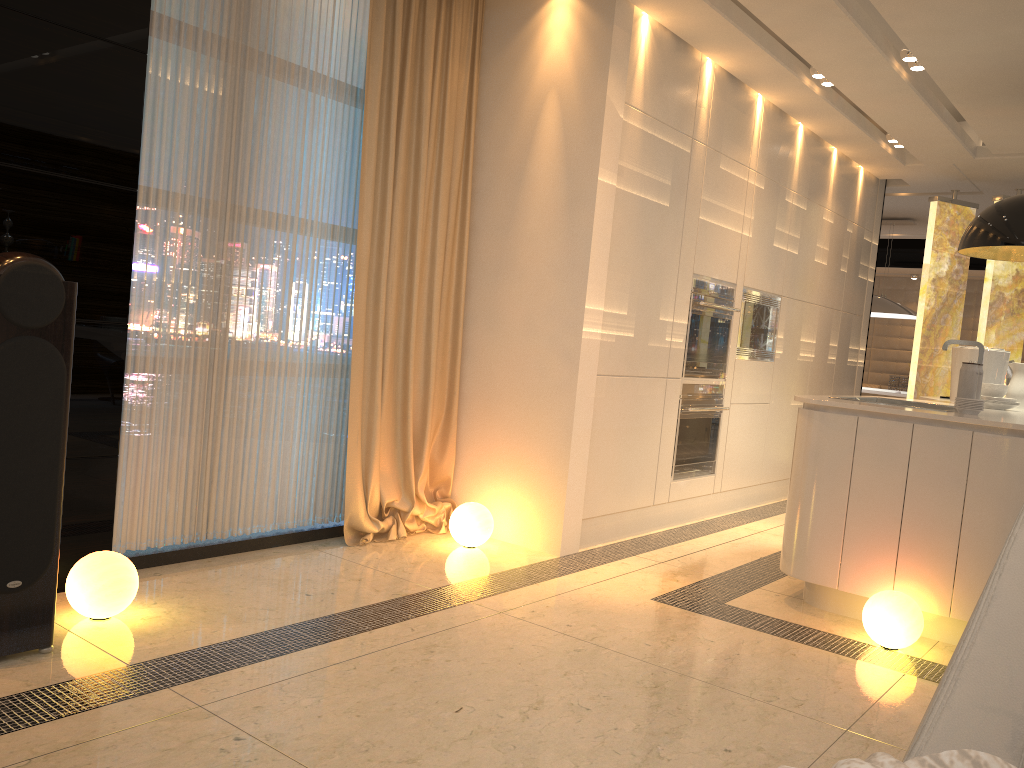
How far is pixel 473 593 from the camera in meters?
3.5

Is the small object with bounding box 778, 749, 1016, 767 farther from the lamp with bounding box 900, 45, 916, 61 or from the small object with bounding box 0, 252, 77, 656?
the lamp with bounding box 900, 45, 916, 61

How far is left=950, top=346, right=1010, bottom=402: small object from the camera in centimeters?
475cm

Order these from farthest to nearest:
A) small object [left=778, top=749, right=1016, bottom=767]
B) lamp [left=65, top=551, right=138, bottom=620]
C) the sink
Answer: the sink → lamp [left=65, top=551, right=138, bottom=620] → small object [left=778, top=749, right=1016, bottom=767]

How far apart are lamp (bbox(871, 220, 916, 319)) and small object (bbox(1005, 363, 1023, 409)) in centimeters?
428cm

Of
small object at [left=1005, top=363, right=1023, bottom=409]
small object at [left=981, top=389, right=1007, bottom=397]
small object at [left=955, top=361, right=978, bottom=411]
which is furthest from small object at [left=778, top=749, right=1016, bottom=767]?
small object at [left=1005, top=363, right=1023, bottom=409]

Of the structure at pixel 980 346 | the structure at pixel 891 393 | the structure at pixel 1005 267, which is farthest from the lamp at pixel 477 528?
the structure at pixel 891 393

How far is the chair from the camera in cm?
109

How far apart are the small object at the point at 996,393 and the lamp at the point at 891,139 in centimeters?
255cm

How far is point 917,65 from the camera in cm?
476
